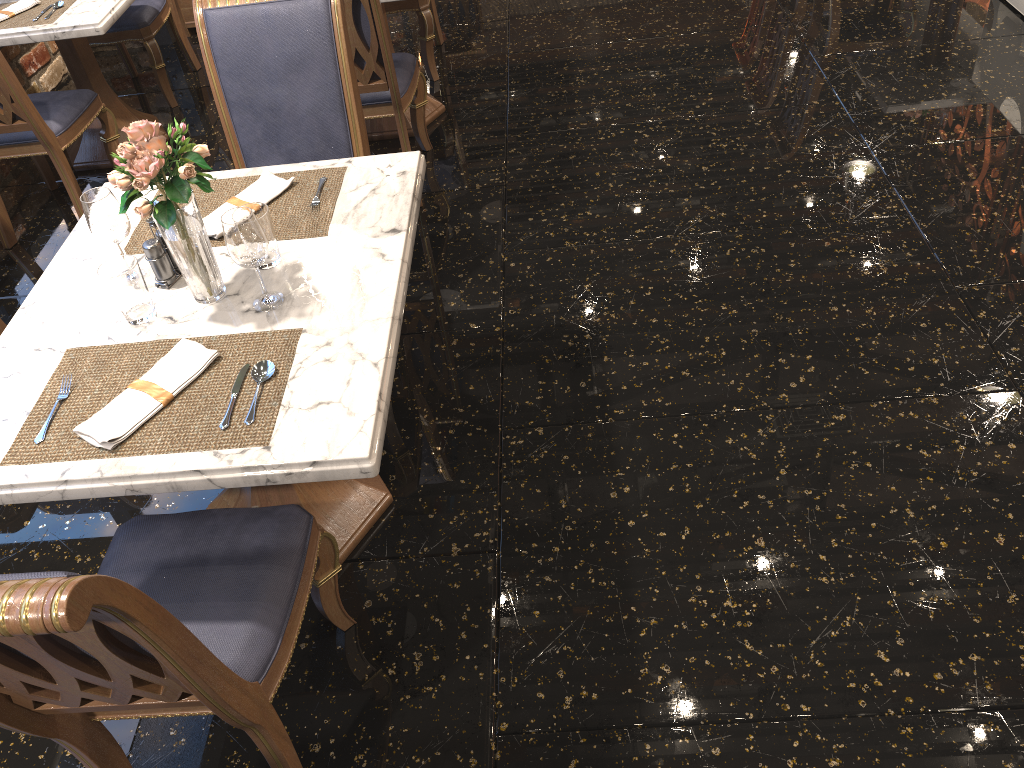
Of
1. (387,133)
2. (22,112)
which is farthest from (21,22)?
(387,133)

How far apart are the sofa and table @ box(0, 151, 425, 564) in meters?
3.4

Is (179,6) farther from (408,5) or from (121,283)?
(121,283)

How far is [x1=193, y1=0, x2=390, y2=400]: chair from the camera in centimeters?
243cm

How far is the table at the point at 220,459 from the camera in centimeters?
153cm

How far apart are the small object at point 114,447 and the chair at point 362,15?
1.59m

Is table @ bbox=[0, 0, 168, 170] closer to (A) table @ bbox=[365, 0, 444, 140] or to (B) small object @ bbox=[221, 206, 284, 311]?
(A) table @ bbox=[365, 0, 444, 140]

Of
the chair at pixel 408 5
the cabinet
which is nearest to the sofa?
the chair at pixel 408 5

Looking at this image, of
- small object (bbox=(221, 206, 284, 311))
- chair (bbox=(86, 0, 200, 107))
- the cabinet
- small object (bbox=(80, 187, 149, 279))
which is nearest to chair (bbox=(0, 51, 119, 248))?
chair (bbox=(86, 0, 200, 107))

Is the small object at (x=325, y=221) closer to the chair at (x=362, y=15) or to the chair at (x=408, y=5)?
the chair at (x=362, y=15)
